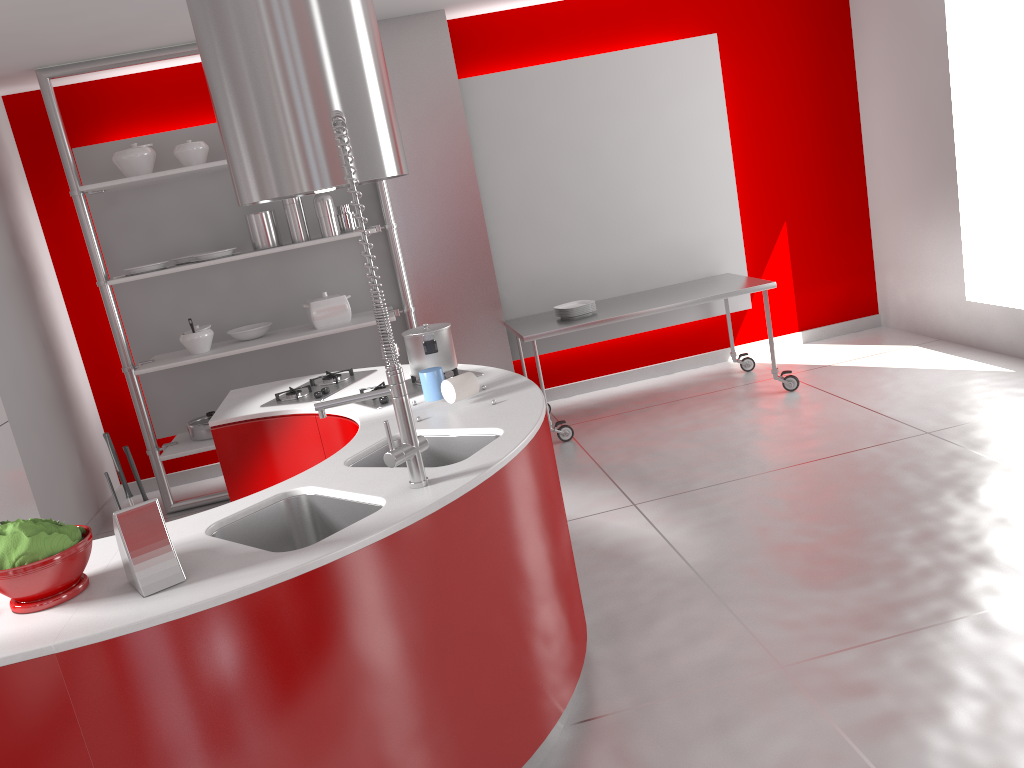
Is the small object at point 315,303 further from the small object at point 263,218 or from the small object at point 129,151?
the small object at point 129,151

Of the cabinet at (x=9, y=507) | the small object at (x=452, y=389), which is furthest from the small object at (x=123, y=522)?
the cabinet at (x=9, y=507)

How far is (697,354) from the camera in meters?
6.4 m

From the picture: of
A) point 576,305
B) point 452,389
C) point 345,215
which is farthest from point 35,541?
point 576,305

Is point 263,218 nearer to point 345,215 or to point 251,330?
point 345,215

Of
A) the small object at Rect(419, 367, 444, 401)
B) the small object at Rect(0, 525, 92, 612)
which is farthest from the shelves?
the small object at Rect(0, 525, 92, 612)

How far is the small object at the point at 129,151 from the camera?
4.8m

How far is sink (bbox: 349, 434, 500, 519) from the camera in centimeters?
263cm

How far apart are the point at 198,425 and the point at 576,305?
2.4 meters

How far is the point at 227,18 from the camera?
2.9 meters
